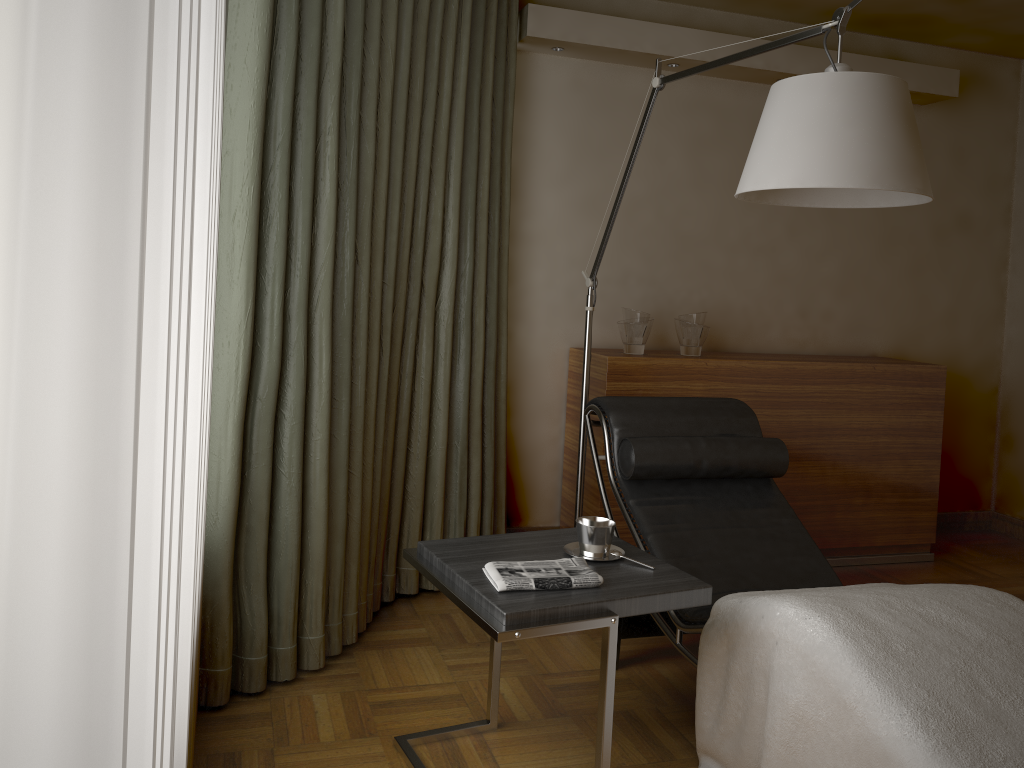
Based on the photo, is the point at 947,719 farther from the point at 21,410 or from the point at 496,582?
the point at 21,410

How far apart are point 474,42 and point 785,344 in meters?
2.1 m

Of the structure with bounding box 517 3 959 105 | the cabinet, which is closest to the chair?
the cabinet

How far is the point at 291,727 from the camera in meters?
2.3 m

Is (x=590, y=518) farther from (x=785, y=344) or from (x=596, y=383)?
(x=785, y=344)

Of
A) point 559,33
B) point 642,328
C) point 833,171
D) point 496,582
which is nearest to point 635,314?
point 642,328

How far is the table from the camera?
1.8m

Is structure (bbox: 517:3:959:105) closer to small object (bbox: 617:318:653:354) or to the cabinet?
small object (bbox: 617:318:653:354)

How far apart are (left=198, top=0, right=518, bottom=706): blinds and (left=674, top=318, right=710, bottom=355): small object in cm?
76

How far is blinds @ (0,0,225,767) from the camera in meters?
0.3 m
